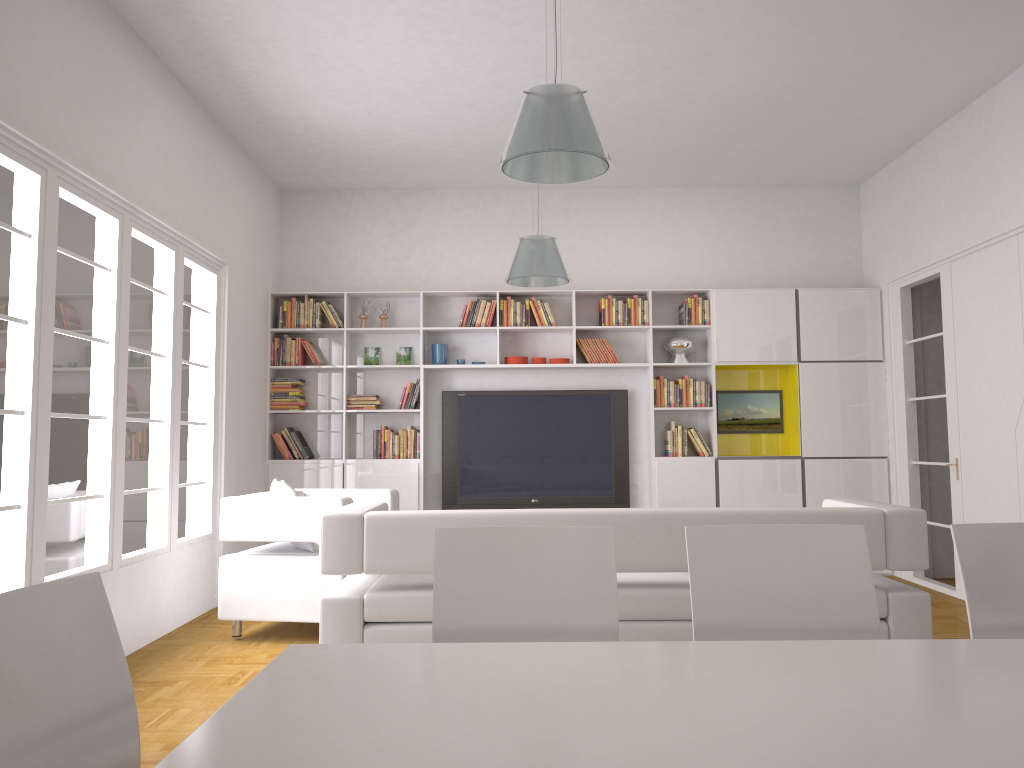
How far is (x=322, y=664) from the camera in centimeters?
174cm

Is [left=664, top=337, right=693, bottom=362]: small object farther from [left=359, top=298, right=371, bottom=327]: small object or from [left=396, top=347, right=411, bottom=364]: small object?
[left=359, top=298, right=371, bottom=327]: small object

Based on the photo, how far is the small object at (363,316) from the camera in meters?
7.8

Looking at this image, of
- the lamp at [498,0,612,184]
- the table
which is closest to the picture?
the lamp at [498,0,612,184]

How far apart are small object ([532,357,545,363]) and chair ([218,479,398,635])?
2.2 meters

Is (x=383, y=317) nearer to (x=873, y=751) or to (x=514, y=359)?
(x=514, y=359)

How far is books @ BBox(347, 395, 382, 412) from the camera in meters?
7.7

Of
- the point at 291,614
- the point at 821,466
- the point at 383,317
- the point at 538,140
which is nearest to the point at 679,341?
the point at 821,466

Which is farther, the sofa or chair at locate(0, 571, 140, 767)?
the sofa

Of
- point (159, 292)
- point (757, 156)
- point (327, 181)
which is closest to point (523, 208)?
point (327, 181)
